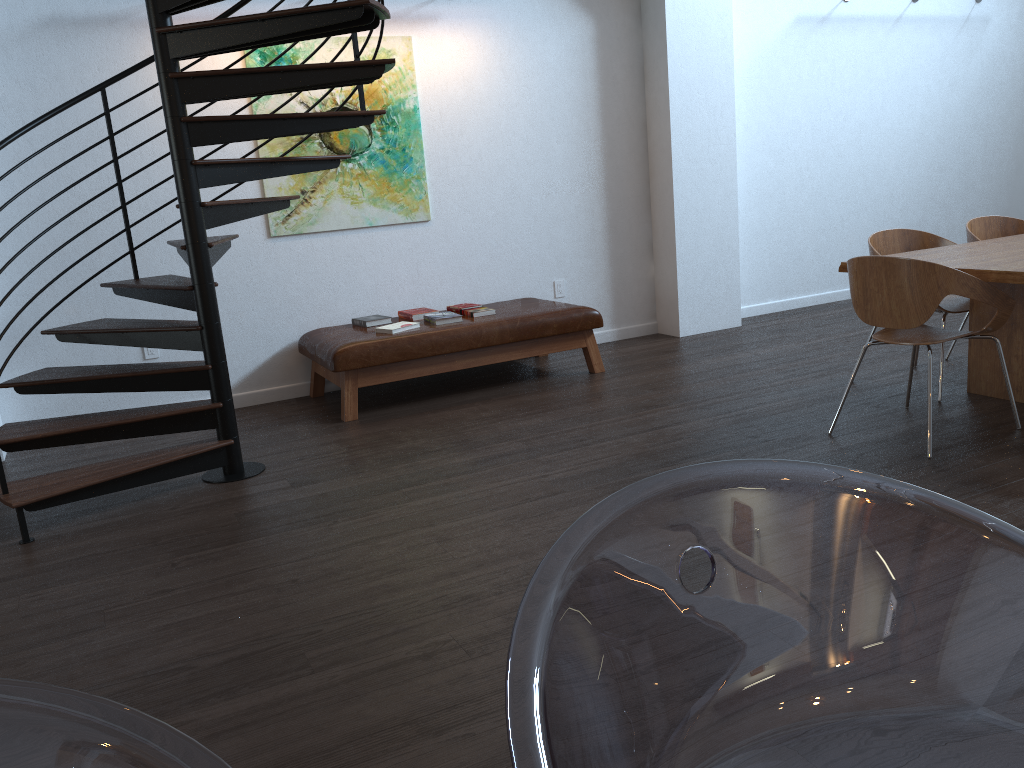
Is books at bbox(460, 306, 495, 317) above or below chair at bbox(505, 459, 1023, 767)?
below

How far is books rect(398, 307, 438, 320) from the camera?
5.73m

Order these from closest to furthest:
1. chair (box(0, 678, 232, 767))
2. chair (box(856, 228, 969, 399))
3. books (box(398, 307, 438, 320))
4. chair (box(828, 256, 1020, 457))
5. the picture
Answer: chair (box(0, 678, 232, 767)), chair (box(828, 256, 1020, 457)), chair (box(856, 228, 969, 399)), the picture, books (box(398, 307, 438, 320))

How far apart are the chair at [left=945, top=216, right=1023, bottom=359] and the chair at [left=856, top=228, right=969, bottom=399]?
0.2m

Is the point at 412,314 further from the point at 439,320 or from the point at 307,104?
the point at 307,104

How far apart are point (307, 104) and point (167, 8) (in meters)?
1.84

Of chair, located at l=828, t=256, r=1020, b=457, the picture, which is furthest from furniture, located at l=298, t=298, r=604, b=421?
chair, located at l=828, t=256, r=1020, b=457

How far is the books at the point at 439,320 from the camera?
5.5m

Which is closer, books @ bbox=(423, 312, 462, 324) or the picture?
books @ bbox=(423, 312, 462, 324)

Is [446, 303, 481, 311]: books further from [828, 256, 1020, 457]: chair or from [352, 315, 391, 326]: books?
[828, 256, 1020, 457]: chair
